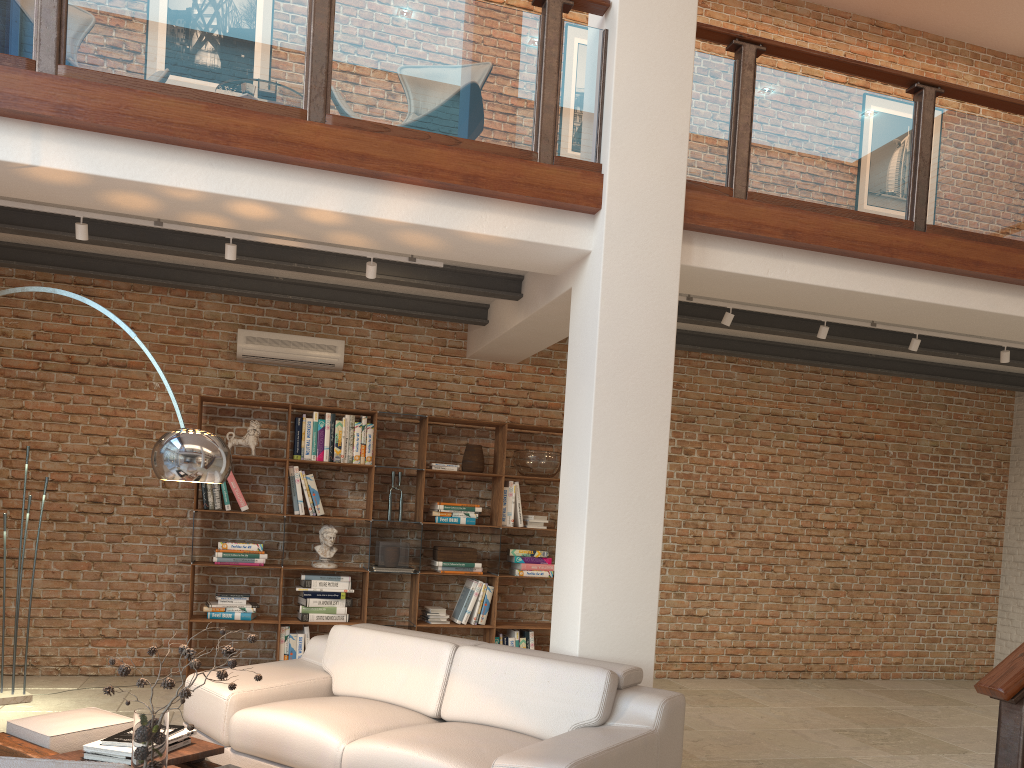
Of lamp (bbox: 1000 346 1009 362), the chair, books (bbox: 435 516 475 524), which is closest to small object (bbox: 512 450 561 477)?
books (bbox: 435 516 475 524)

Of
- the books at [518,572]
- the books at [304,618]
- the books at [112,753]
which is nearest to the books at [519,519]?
the books at [518,572]

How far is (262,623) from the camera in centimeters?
647cm

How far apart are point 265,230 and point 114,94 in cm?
102

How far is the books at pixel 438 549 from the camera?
7.0 meters

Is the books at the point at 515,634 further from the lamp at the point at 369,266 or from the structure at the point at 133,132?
the structure at the point at 133,132

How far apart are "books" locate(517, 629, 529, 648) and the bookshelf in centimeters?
6cm

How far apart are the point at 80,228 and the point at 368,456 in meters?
2.9 m

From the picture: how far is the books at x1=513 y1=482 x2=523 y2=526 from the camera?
7.20m

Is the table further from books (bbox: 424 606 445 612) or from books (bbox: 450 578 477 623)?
books (bbox: 450 578 477 623)
